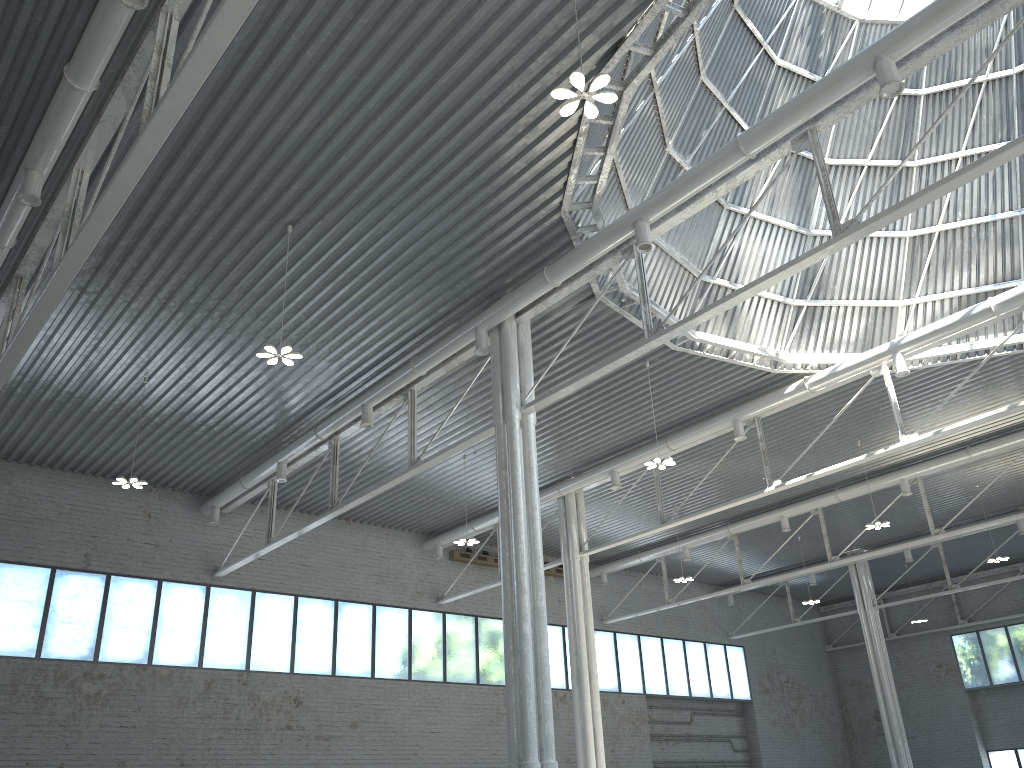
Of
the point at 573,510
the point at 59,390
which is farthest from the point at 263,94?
the point at 573,510
